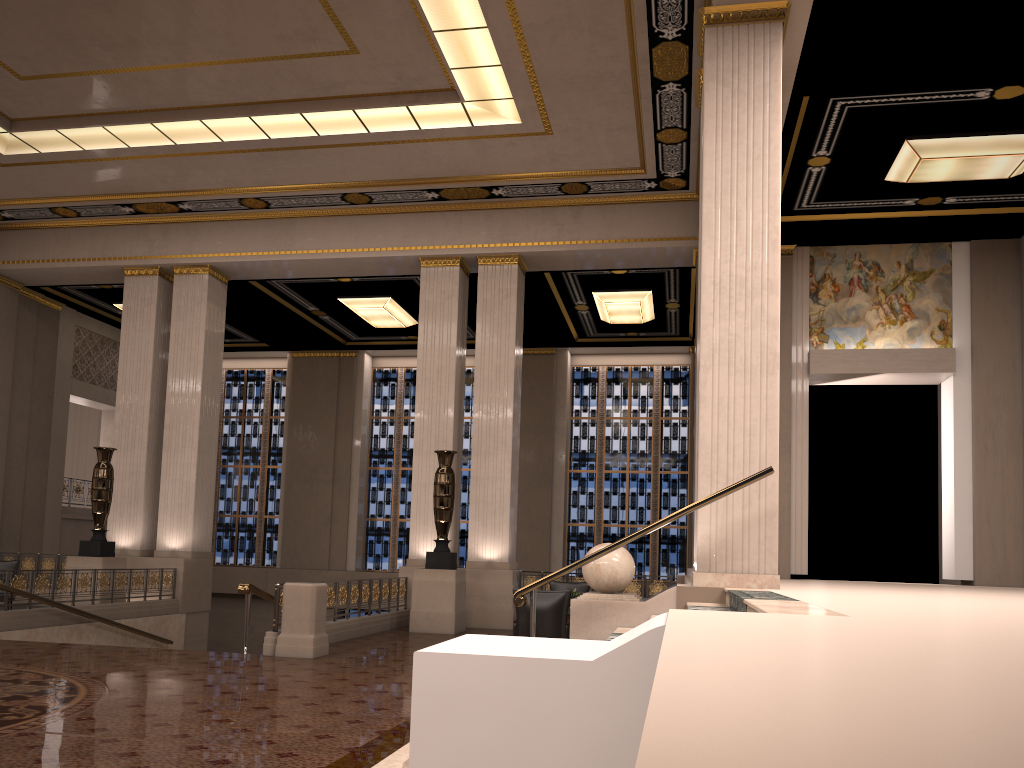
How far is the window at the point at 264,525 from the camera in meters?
23.2 m

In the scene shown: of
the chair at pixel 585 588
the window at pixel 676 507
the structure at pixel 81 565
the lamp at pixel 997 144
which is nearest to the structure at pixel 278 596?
the chair at pixel 585 588

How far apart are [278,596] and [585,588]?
5.2m

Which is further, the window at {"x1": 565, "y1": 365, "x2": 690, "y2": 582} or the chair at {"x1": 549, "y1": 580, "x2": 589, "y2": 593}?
the window at {"x1": 565, "y1": 365, "x2": 690, "y2": 582}

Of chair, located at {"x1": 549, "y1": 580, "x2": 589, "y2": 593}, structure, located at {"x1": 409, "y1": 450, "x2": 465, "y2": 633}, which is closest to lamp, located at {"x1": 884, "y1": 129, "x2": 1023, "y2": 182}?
chair, located at {"x1": 549, "y1": 580, "x2": 589, "y2": 593}

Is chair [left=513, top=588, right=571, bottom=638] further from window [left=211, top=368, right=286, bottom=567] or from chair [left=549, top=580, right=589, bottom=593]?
window [left=211, top=368, right=286, bottom=567]

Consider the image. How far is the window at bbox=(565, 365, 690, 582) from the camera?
21.3m

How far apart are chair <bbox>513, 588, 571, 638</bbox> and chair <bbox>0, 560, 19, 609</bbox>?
10.4 meters

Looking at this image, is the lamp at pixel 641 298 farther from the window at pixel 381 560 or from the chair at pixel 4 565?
the chair at pixel 4 565

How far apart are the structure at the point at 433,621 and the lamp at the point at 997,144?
7.4m
